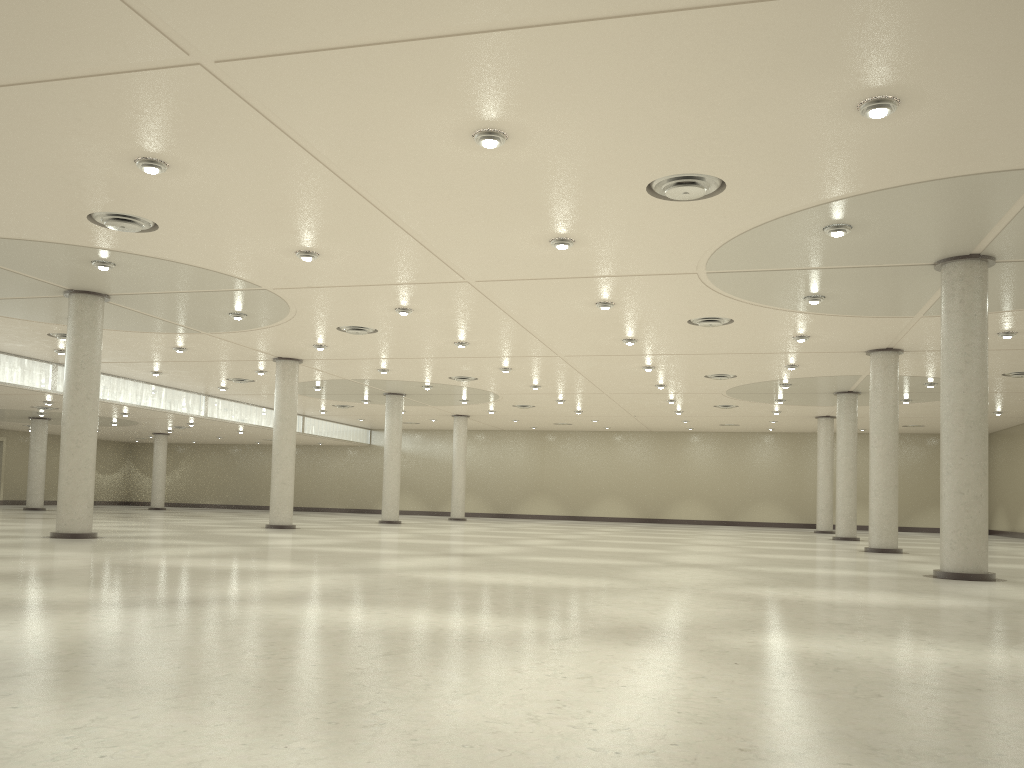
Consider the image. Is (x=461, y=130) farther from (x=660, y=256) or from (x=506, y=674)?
(x=506, y=674)
